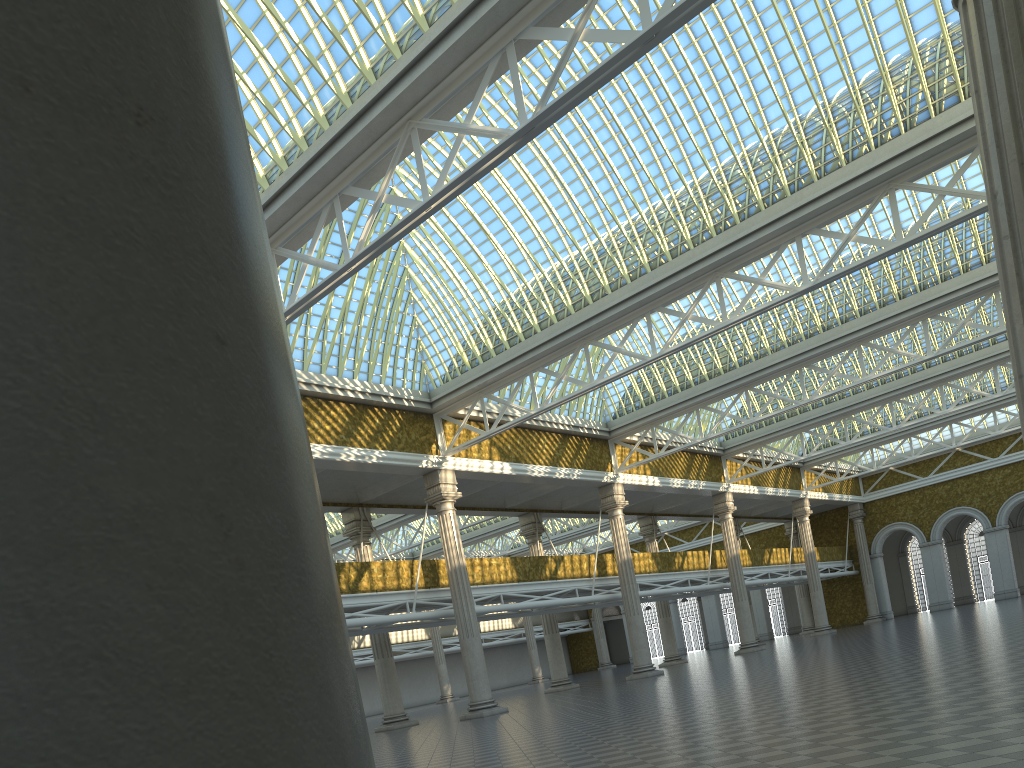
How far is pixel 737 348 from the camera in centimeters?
3552cm
